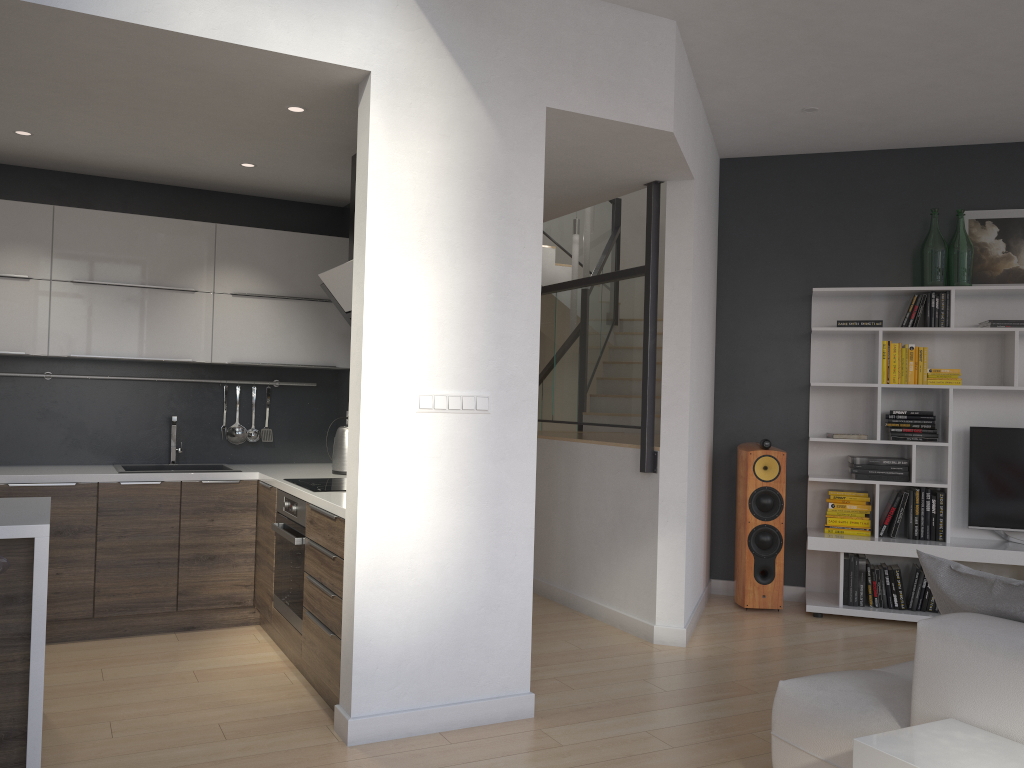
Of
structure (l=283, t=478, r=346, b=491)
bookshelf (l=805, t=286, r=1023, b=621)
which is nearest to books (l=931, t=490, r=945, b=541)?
bookshelf (l=805, t=286, r=1023, b=621)

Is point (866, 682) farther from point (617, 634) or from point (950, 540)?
point (950, 540)

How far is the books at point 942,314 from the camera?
5.44m

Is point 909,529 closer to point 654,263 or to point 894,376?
point 894,376

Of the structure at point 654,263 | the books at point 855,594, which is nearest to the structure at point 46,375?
the structure at point 654,263

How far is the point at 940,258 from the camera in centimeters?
545cm

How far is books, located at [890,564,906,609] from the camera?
5.4m

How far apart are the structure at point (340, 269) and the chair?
2.0 meters

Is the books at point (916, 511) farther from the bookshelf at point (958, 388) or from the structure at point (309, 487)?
the structure at point (309, 487)

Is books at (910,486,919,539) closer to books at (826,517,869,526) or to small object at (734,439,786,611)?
books at (826,517,869,526)
